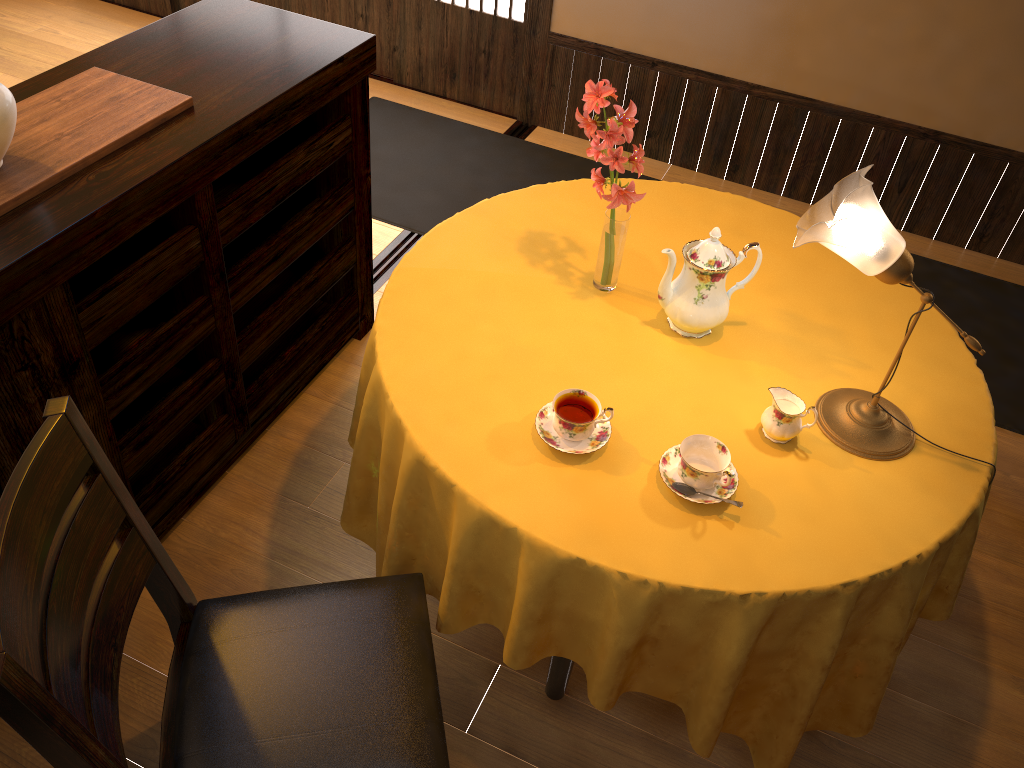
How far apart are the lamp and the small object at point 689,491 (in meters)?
0.34

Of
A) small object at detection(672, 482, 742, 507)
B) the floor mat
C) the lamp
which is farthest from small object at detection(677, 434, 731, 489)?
the floor mat

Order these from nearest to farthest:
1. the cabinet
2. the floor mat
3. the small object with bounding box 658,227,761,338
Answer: the cabinet → the small object with bounding box 658,227,761,338 → the floor mat

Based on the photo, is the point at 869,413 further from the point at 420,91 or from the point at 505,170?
the point at 420,91

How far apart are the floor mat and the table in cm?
100

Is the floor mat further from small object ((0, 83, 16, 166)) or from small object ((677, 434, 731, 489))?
small object ((0, 83, 16, 166))

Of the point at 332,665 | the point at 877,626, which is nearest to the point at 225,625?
the point at 332,665

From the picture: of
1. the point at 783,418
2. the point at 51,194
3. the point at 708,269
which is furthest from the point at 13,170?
the point at 783,418

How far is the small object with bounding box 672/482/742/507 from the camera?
1.6m

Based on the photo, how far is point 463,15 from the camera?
3.89m
